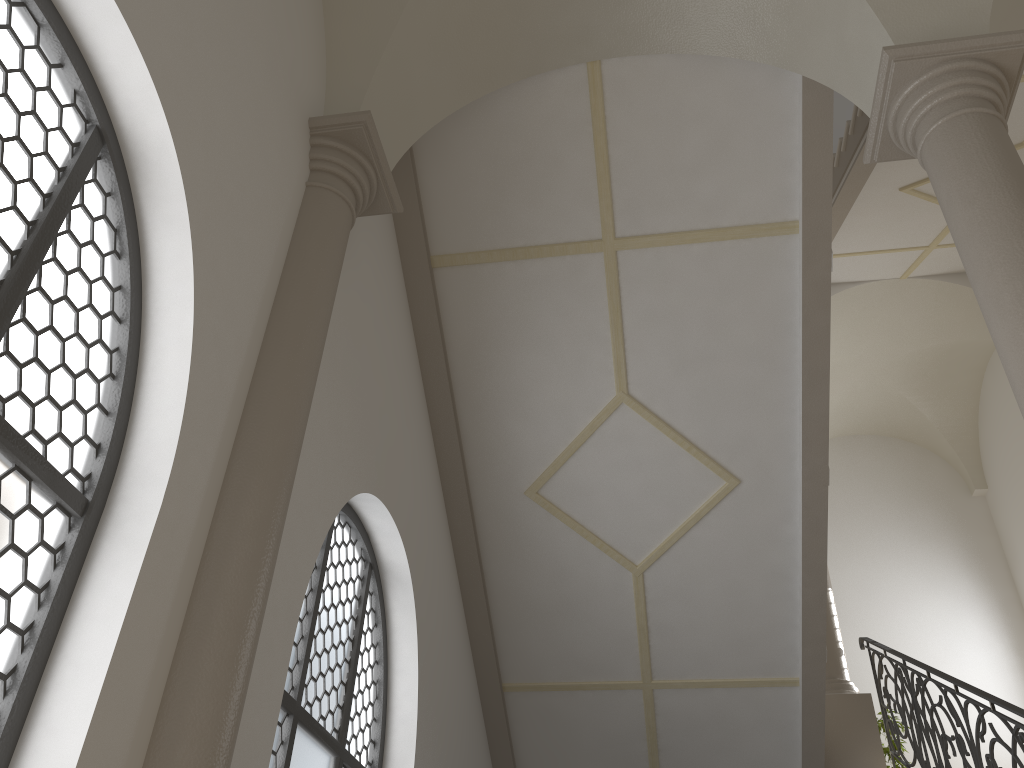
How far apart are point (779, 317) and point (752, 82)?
1.65m

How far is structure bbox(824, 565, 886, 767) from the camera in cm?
821

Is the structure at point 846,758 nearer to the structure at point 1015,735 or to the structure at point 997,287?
the structure at point 1015,735

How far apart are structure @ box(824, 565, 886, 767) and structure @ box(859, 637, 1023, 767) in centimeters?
11cm

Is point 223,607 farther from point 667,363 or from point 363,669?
point 667,363

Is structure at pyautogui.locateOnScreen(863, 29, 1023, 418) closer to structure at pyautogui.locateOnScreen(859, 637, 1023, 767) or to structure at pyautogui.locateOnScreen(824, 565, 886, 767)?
structure at pyautogui.locateOnScreen(859, 637, 1023, 767)

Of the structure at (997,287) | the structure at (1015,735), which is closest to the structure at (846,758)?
the structure at (1015,735)

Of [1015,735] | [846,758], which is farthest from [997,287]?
[846,758]

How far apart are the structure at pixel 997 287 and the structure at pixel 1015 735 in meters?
2.6

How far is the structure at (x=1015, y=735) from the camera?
5.19m
